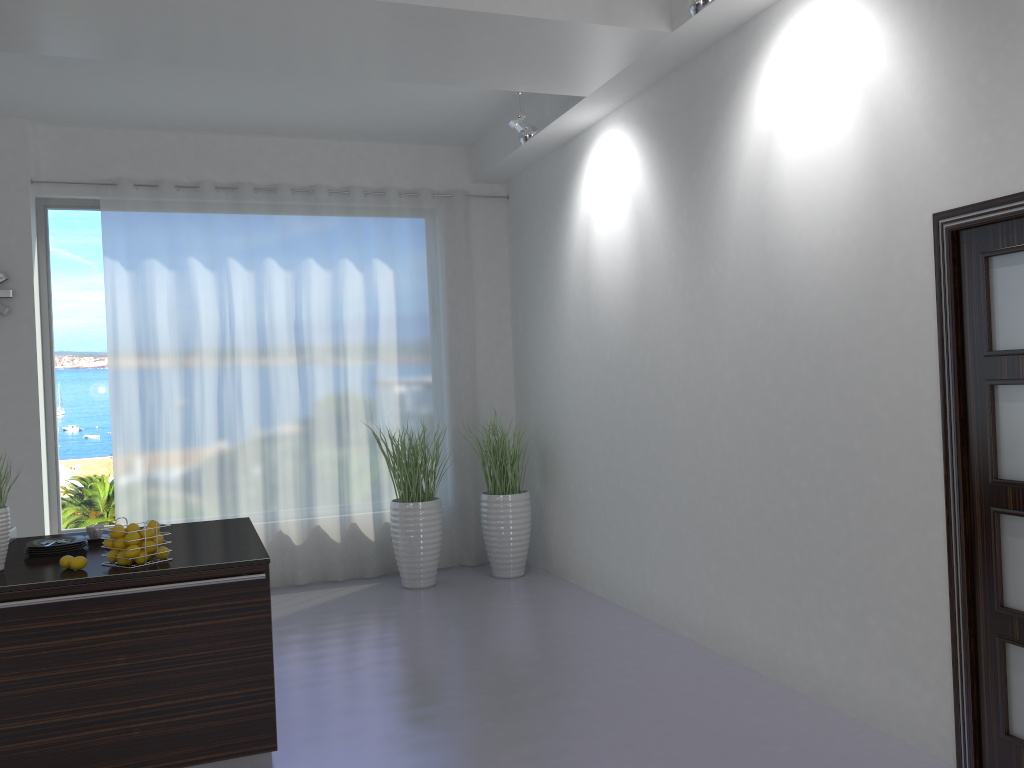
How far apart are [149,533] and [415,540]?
3.2 meters

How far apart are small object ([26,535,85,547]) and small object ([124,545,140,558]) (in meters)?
0.60

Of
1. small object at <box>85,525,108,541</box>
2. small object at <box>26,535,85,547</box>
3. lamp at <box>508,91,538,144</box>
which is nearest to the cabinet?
small object at <box>26,535,85,547</box>

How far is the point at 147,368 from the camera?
6.5 meters

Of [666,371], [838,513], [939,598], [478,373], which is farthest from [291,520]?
[939,598]

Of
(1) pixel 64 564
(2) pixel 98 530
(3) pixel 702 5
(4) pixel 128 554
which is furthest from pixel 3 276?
(3) pixel 702 5

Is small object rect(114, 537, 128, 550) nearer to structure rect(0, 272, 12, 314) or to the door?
the door

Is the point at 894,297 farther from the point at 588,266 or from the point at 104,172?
Answer: the point at 104,172

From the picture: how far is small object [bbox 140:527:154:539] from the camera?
3.5m

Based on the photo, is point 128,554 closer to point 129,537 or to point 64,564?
point 129,537
